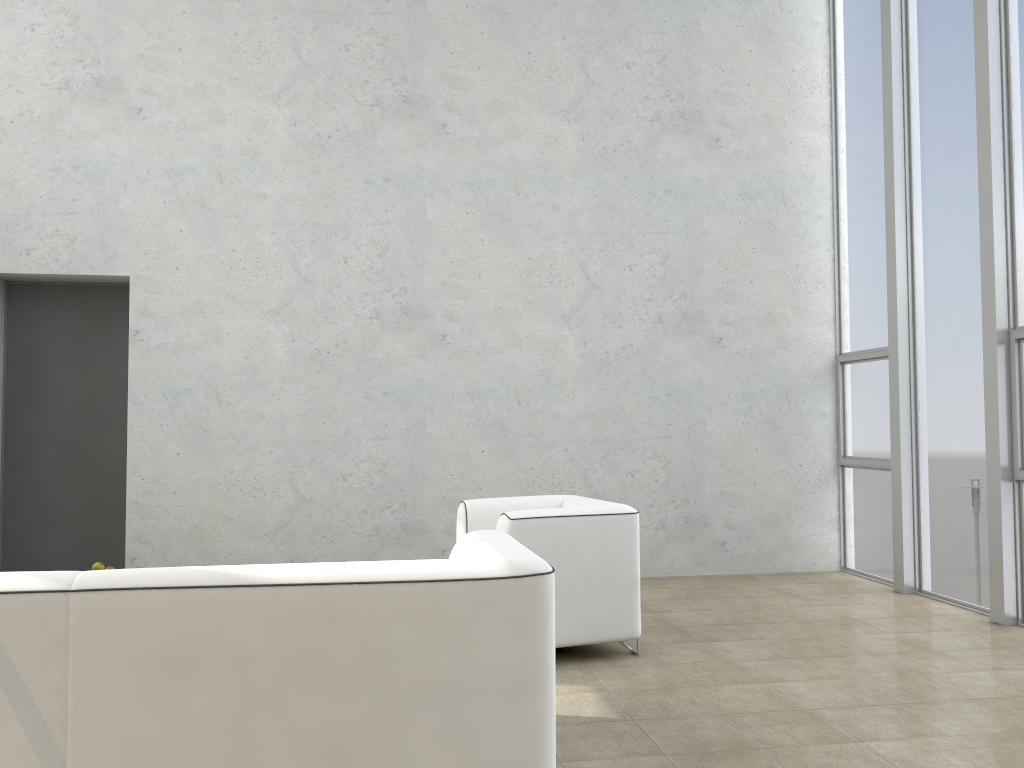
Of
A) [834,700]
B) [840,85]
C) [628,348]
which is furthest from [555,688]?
[840,85]

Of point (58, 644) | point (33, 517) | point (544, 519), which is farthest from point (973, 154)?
point (33, 517)

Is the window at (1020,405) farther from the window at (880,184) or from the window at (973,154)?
the window at (880,184)

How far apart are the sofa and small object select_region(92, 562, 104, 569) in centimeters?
212cm

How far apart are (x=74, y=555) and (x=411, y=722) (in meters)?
4.59

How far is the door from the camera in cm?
606

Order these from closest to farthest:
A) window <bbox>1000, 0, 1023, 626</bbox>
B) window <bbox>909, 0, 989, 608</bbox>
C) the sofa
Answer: the sofa < window <bbox>1000, 0, 1023, 626</bbox> < window <bbox>909, 0, 989, 608</bbox>

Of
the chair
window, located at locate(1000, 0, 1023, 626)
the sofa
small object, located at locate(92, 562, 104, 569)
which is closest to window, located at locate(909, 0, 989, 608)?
window, located at locate(1000, 0, 1023, 626)

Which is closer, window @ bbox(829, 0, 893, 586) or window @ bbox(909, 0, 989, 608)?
window @ bbox(909, 0, 989, 608)

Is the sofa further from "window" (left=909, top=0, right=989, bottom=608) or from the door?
the door
